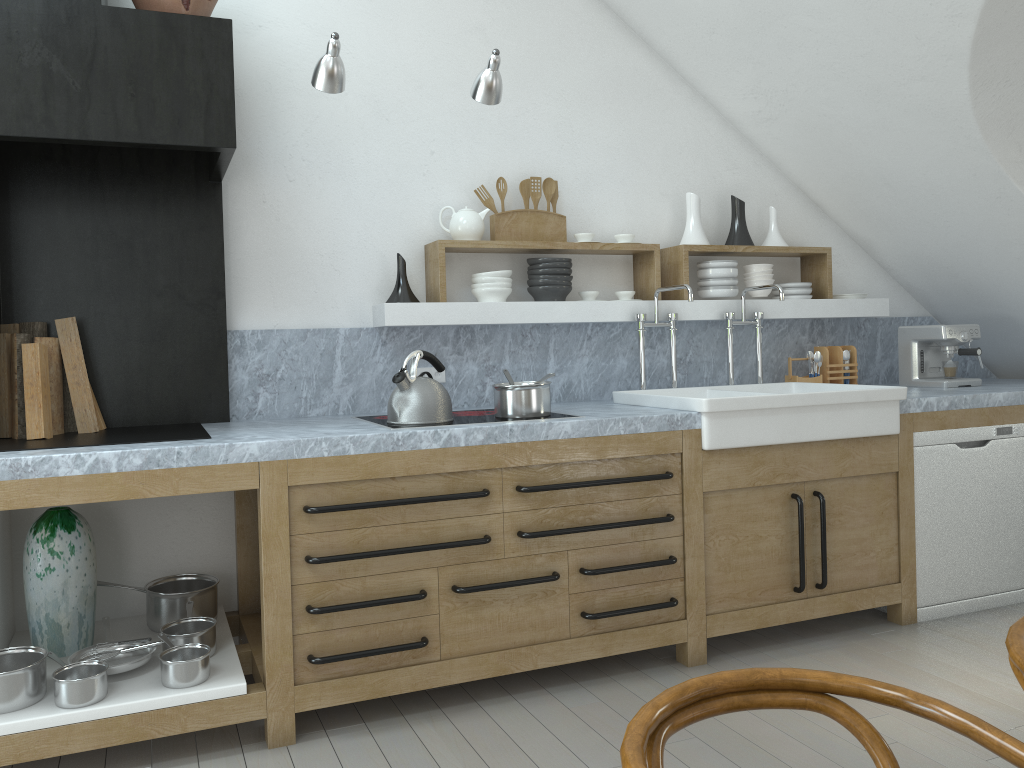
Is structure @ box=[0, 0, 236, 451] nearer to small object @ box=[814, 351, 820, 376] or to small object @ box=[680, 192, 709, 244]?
small object @ box=[680, 192, 709, 244]

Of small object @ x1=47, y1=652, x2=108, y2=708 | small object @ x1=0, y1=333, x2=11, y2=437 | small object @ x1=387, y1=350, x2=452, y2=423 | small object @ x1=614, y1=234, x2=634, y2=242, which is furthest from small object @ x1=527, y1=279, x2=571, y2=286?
small object @ x1=47, y1=652, x2=108, y2=708

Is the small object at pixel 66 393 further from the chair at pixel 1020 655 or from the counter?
the chair at pixel 1020 655

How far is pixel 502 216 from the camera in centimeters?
393cm

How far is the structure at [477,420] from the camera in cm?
325

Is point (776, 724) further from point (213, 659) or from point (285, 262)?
point (285, 262)

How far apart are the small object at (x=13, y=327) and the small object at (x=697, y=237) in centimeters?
289cm

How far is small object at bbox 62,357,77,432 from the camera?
3.2 meters

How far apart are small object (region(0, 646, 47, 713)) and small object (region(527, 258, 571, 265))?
2.40m

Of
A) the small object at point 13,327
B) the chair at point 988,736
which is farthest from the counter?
the chair at point 988,736
